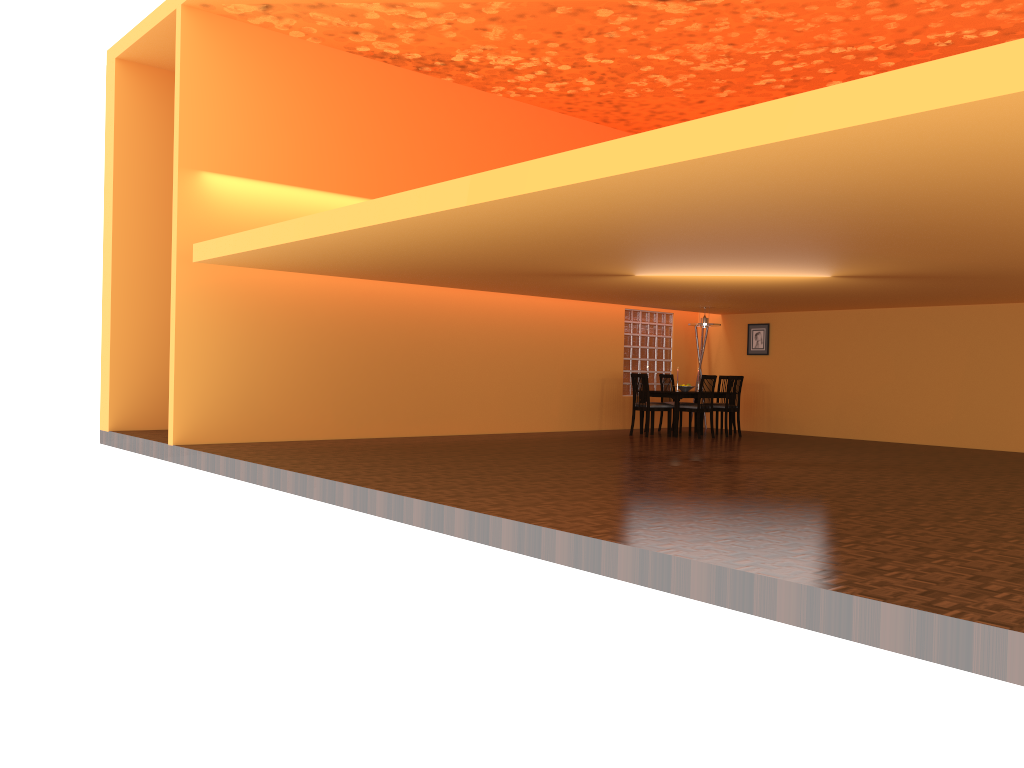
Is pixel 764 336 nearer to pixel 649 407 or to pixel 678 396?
pixel 678 396

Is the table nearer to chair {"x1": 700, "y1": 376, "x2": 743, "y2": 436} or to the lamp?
chair {"x1": 700, "y1": 376, "x2": 743, "y2": 436}

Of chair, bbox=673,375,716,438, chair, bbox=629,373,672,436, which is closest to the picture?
chair, bbox=673,375,716,438

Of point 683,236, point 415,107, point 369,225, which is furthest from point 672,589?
point 415,107

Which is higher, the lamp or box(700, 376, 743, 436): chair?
the lamp

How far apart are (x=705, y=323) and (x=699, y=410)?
1.3 meters

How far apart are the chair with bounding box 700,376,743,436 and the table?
0.4m

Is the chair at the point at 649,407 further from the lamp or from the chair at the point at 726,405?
the lamp

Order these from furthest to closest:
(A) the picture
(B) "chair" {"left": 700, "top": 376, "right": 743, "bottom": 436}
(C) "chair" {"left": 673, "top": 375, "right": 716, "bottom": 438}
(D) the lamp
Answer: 1. (A) the picture
2. (D) the lamp
3. (B) "chair" {"left": 700, "top": 376, "right": 743, "bottom": 436}
4. (C) "chair" {"left": 673, "top": 375, "right": 716, "bottom": 438}

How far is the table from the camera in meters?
11.2 m
